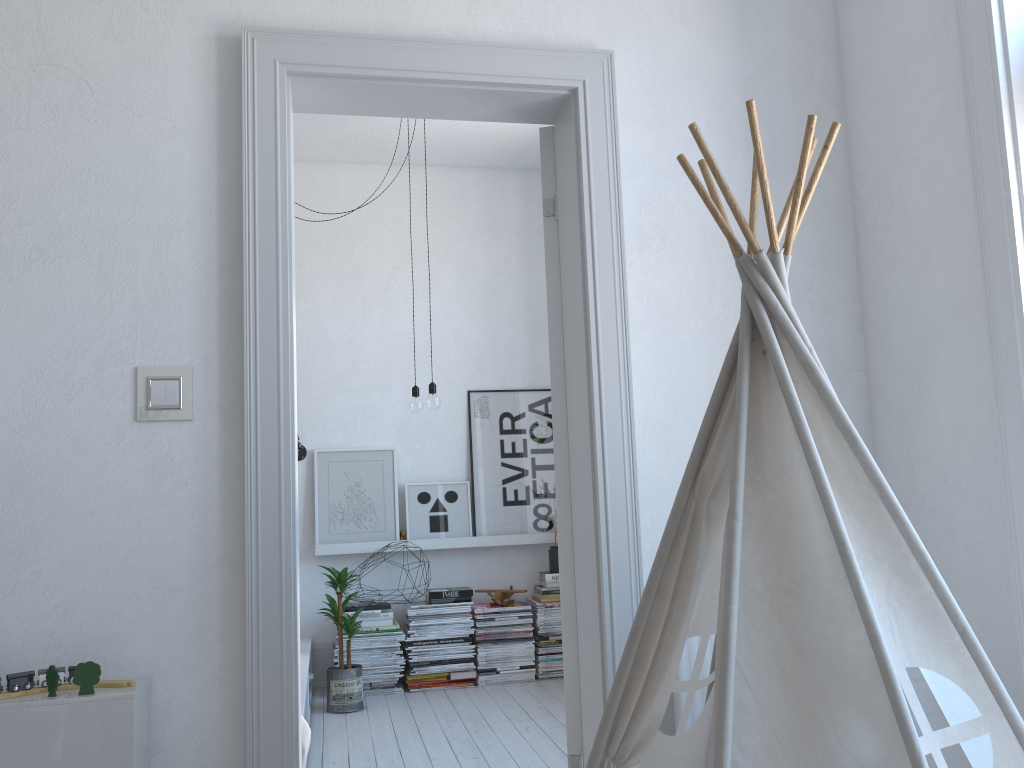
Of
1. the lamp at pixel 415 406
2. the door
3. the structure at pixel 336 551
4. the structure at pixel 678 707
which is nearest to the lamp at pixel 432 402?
the lamp at pixel 415 406

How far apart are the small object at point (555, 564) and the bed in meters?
1.3 m

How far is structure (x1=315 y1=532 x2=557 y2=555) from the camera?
4.7m

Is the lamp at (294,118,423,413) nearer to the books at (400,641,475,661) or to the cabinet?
the books at (400,641,475,661)

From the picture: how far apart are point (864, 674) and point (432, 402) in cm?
294

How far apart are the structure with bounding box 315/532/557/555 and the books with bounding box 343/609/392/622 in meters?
0.3

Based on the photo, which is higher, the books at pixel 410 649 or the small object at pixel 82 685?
the small object at pixel 82 685

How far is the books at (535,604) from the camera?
4.8 meters

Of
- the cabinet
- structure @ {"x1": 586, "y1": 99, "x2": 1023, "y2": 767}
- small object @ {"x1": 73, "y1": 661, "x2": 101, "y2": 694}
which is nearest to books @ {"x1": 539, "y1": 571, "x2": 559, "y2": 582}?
structure @ {"x1": 586, "y1": 99, "x2": 1023, "y2": 767}

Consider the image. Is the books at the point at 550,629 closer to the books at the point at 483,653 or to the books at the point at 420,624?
the books at the point at 483,653
